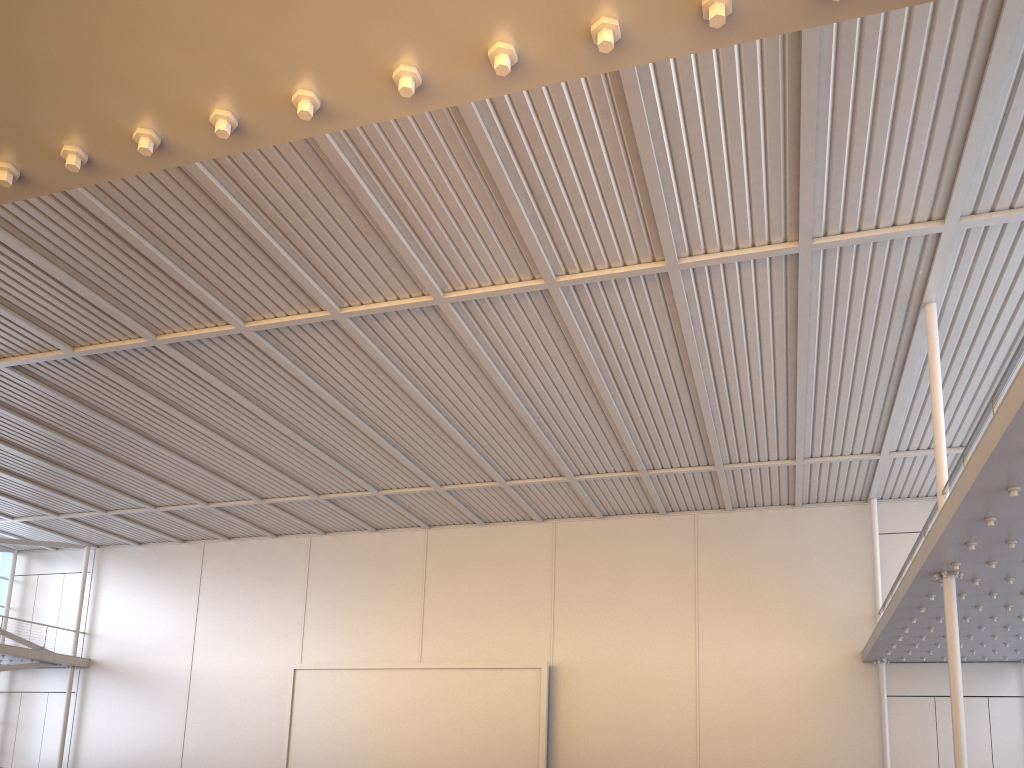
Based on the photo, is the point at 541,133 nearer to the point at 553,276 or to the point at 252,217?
the point at 553,276

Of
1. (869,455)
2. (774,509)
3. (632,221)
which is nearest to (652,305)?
(632,221)
